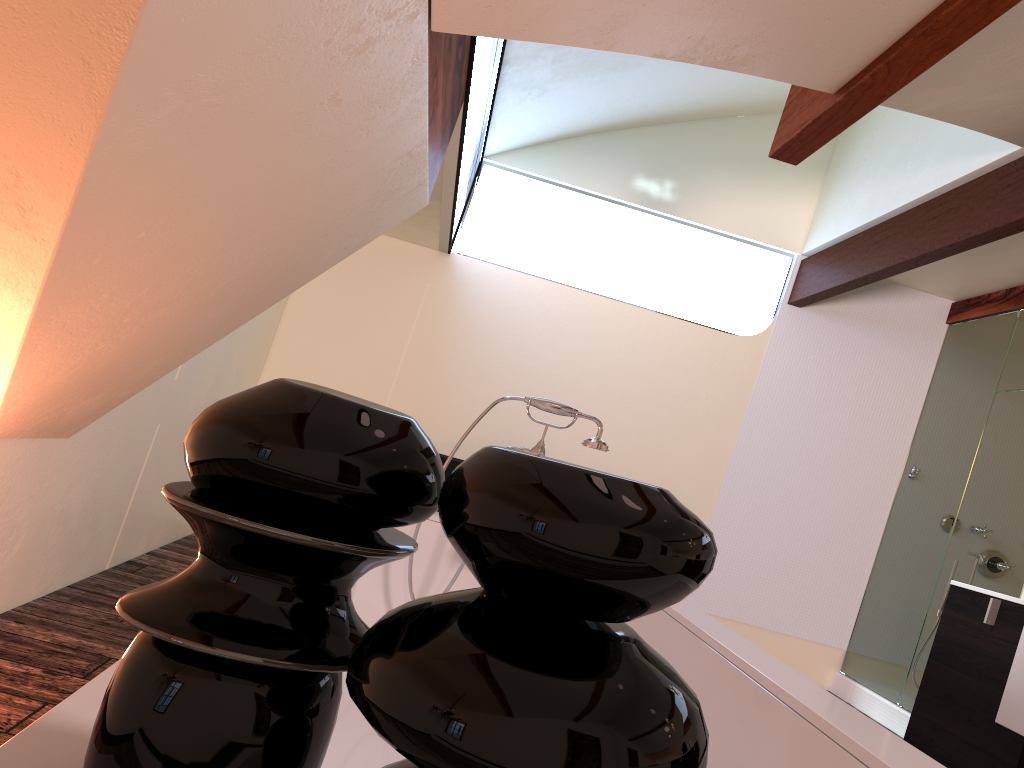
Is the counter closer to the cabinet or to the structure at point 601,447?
the cabinet

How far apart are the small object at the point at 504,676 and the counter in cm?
185

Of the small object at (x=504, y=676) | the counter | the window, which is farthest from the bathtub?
the window

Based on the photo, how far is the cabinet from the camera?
2.0 meters

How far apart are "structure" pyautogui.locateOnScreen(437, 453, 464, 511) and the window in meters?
1.2 m

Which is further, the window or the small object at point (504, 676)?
the window

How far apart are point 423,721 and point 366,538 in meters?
0.1

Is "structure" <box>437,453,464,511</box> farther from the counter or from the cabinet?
the counter

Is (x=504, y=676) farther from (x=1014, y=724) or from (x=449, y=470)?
(x=449, y=470)

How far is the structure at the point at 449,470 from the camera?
4.1 meters
